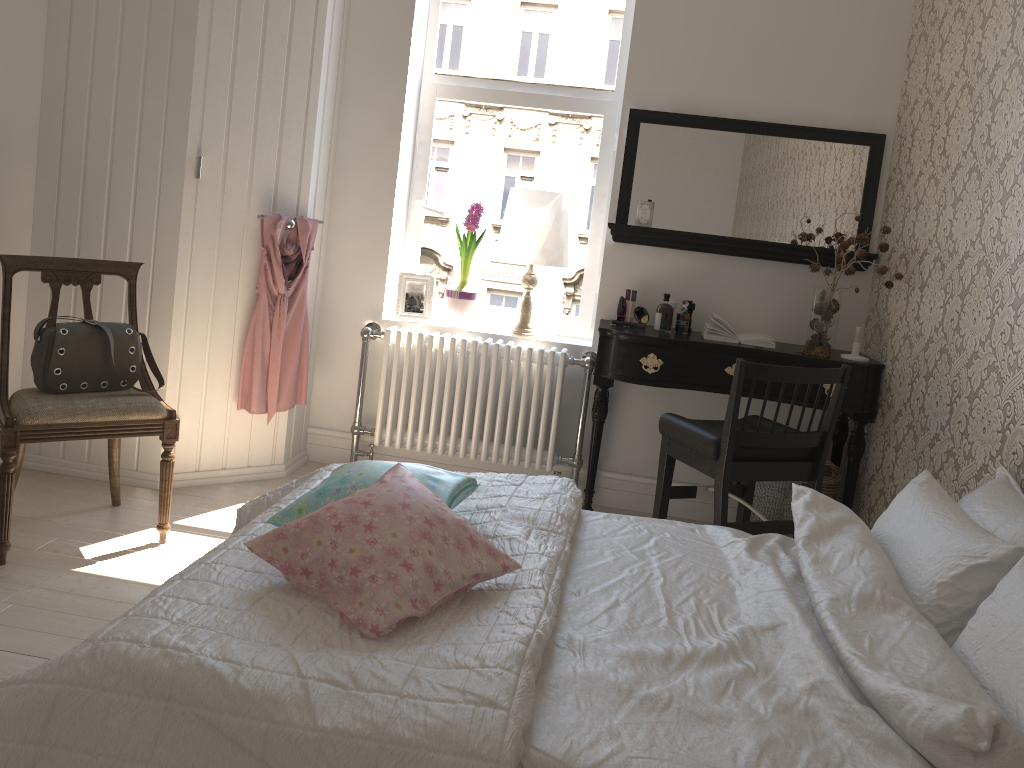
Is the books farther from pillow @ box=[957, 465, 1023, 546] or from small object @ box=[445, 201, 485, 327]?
pillow @ box=[957, 465, 1023, 546]

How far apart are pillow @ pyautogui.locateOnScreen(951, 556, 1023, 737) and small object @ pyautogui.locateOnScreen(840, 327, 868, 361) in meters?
1.9 m

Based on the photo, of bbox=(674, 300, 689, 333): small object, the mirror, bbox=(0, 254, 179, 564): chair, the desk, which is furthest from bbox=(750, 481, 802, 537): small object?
bbox=(0, 254, 179, 564): chair

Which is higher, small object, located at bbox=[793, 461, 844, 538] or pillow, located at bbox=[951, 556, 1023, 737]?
pillow, located at bbox=[951, 556, 1023, 737]

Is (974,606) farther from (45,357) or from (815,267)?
(45,357)

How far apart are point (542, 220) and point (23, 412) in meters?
2.1 m

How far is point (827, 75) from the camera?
3.58m

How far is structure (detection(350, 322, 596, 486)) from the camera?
3.8 meters

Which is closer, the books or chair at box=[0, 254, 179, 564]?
chair at box=[0, 254, 179, 564]

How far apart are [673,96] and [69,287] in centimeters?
254cm
